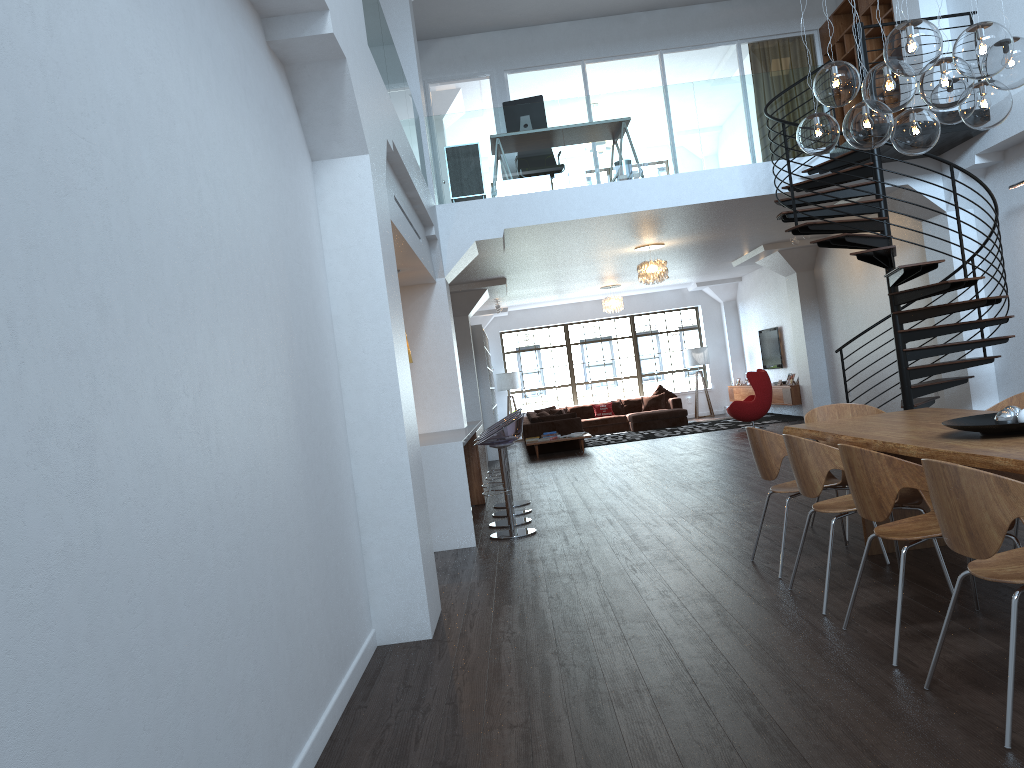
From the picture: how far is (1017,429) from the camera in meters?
3.8 m

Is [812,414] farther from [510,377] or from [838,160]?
[510,377]

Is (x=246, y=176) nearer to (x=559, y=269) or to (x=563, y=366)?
(x=559, y=269)

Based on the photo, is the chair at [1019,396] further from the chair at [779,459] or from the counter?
the counter

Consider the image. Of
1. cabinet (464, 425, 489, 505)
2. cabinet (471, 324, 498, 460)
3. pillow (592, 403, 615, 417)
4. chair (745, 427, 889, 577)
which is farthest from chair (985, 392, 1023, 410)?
pillow (592, 403, 615, 417)

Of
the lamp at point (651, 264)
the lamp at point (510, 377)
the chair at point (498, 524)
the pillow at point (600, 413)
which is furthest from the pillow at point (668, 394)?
the chair at point (498, 524)

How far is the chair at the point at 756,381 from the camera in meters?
14.9

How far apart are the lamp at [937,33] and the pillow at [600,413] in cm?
1437

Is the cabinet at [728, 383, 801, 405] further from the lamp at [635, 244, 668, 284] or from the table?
the table

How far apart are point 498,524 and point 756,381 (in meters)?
8.11
